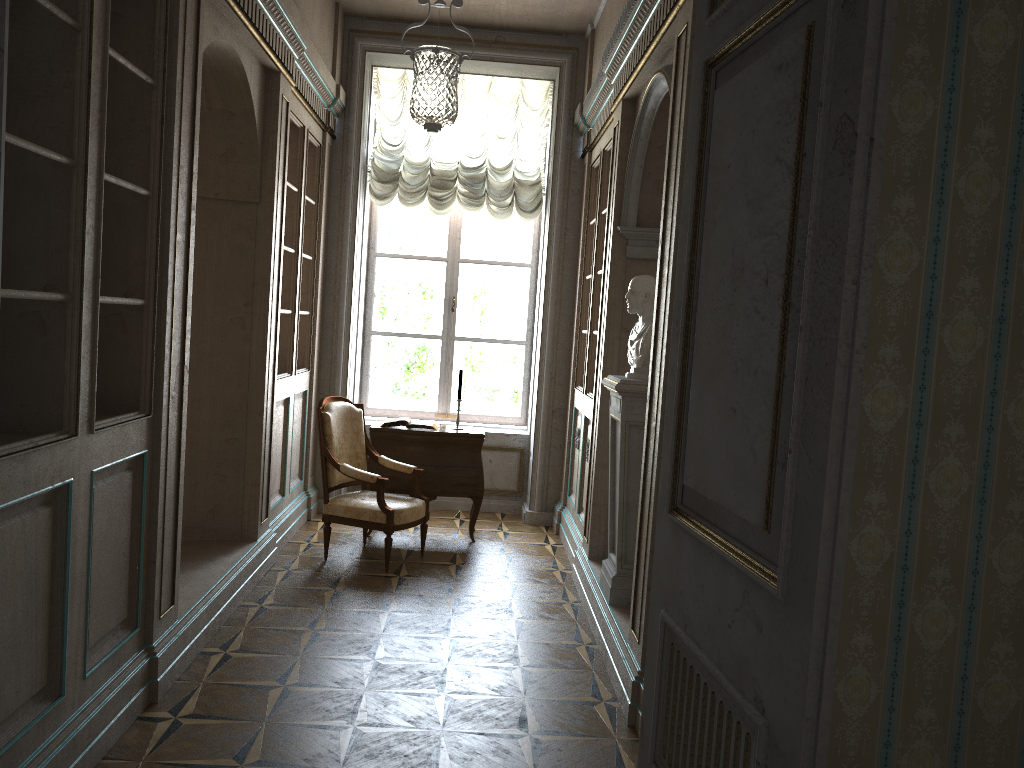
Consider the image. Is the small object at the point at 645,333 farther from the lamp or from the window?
the window

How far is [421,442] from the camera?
6.2 meters

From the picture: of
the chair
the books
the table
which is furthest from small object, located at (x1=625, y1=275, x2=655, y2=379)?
the books

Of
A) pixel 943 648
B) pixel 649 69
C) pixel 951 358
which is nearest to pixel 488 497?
pixel 649 69

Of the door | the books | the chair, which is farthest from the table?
the door

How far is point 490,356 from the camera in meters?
7.6

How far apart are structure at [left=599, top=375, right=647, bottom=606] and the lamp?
1.4 meters

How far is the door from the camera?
1.17m

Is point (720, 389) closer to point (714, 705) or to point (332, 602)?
point (714, 705)

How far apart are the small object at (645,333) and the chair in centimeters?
177cm
